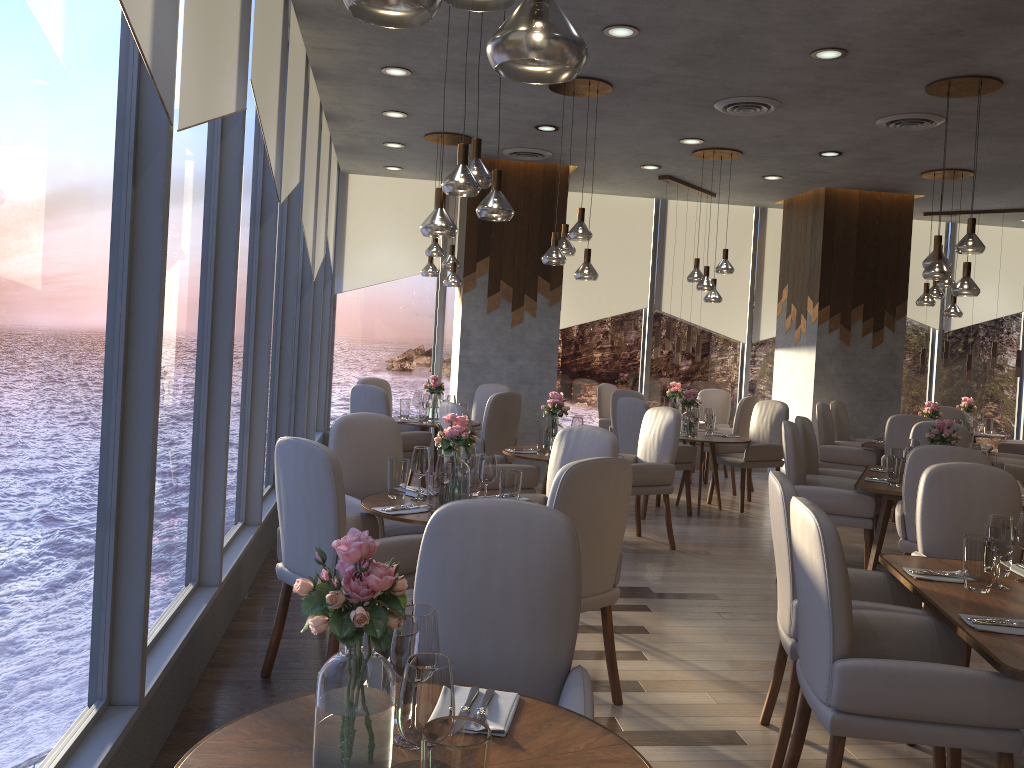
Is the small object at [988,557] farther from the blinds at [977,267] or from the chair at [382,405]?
the blinds at [977,267]

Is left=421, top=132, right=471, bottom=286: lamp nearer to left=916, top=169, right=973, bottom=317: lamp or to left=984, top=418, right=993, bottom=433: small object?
left=916, top=169, right=973, bottom=317: lamp

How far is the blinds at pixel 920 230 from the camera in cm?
1097

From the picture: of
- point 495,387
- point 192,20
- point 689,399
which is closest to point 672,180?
point 689,399

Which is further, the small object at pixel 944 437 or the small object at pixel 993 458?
the small object at pixel 993 458

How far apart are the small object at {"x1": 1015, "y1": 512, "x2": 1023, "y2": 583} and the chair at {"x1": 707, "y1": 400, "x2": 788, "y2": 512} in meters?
4.8

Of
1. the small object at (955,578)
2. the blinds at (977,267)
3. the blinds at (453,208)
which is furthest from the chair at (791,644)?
the blinds at (977,267)

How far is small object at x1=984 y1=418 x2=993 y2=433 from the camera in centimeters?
1011cm

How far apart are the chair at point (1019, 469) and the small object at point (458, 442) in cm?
553

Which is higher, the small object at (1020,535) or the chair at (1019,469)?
the small object at (1020,535)
